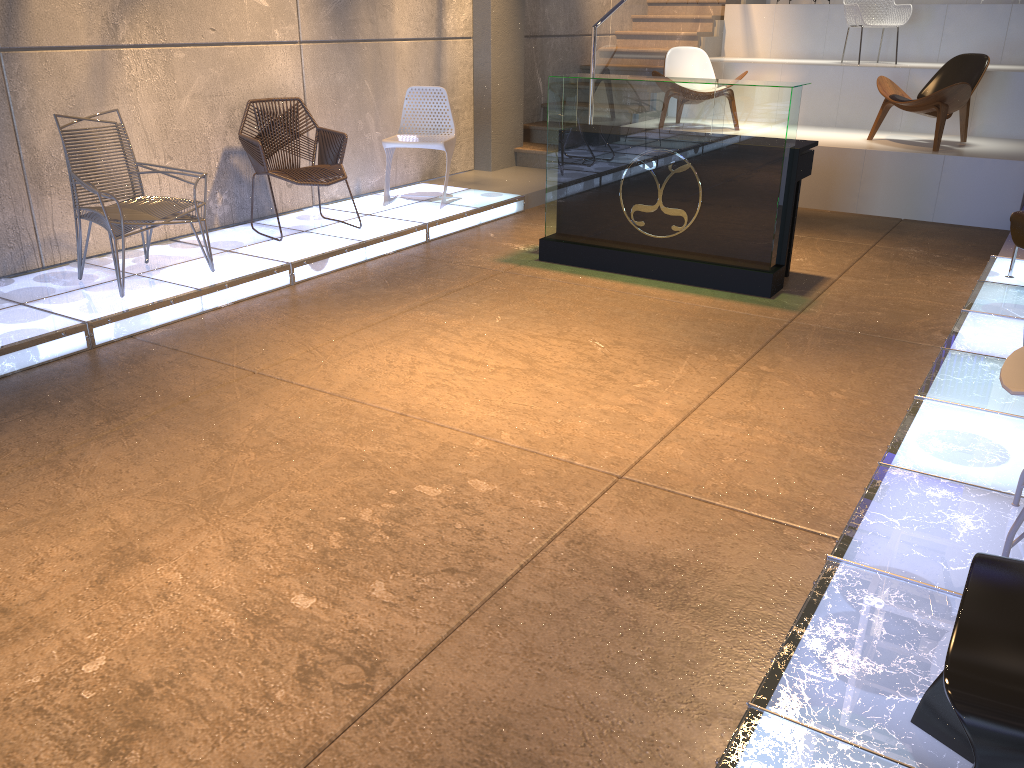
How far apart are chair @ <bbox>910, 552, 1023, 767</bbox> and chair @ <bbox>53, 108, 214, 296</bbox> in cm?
431

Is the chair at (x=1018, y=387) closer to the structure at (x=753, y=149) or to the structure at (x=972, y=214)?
the structure at (x=753, y=149)

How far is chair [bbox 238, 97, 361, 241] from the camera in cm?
597

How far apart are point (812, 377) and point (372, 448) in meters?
2.1 m

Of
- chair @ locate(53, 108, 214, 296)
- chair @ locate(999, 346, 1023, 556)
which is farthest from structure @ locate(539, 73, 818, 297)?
chair @ locate(999, 346, 1023, 556)

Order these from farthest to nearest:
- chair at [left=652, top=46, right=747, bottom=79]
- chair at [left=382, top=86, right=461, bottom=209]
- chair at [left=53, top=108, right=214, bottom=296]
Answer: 1. chair at [left=652, top=46, right=747, bottom=79]
2. chair at [left=382, top=86, right=461, bottom=209]
3. chair at [left=53, top=108, right=214, bottom=296]

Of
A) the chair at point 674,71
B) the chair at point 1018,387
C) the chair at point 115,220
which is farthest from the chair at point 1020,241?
the chair at point 115,220

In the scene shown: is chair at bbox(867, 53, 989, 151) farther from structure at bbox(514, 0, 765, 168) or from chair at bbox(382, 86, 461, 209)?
chair at bbox(382, 86, 461, 209)

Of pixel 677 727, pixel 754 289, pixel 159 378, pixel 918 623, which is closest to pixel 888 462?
pixel 918 623

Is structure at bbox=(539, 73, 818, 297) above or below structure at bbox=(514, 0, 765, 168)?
below
